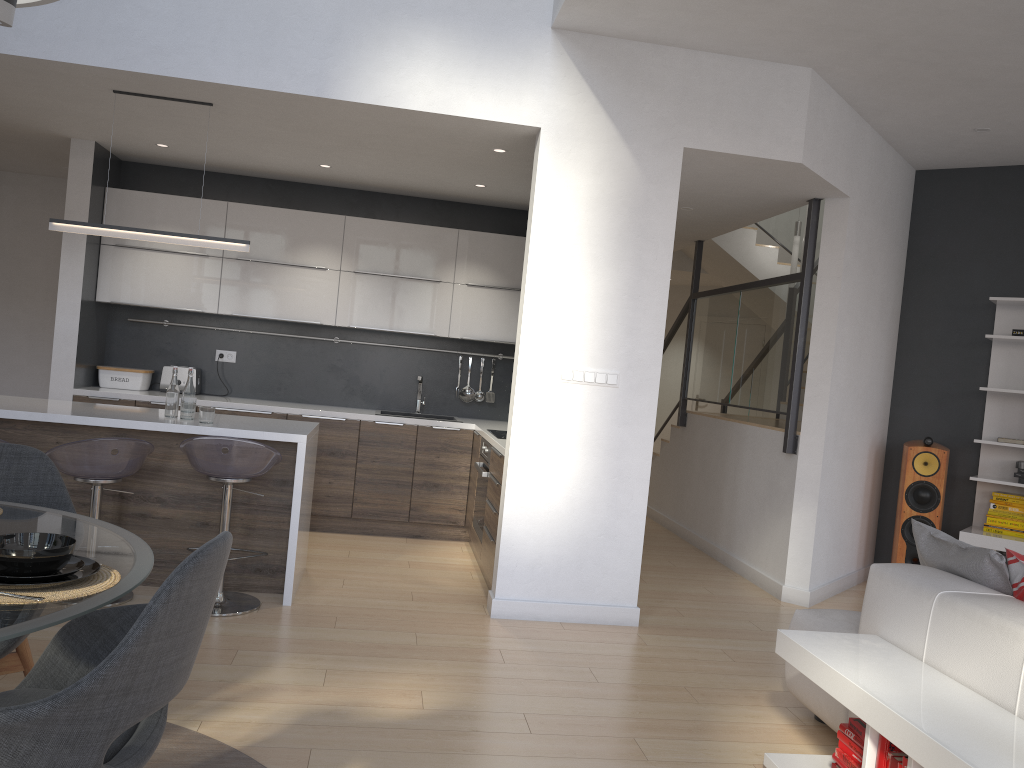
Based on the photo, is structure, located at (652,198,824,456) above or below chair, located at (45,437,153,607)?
above

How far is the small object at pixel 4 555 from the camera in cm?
169

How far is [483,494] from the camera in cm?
543

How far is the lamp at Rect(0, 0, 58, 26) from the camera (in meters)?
1.81

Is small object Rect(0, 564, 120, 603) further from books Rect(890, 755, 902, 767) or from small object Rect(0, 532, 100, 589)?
books Rect(890, 755, 902, 767)

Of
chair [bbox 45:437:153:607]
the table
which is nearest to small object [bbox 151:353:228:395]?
chair [bbox 45:437:153:607]

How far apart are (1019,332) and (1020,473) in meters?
0.9 m

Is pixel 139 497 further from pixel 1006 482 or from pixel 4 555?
pixel 1006 482

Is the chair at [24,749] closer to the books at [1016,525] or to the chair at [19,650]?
the chair at [19,650]

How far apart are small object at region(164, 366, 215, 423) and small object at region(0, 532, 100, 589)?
2.6 meters
